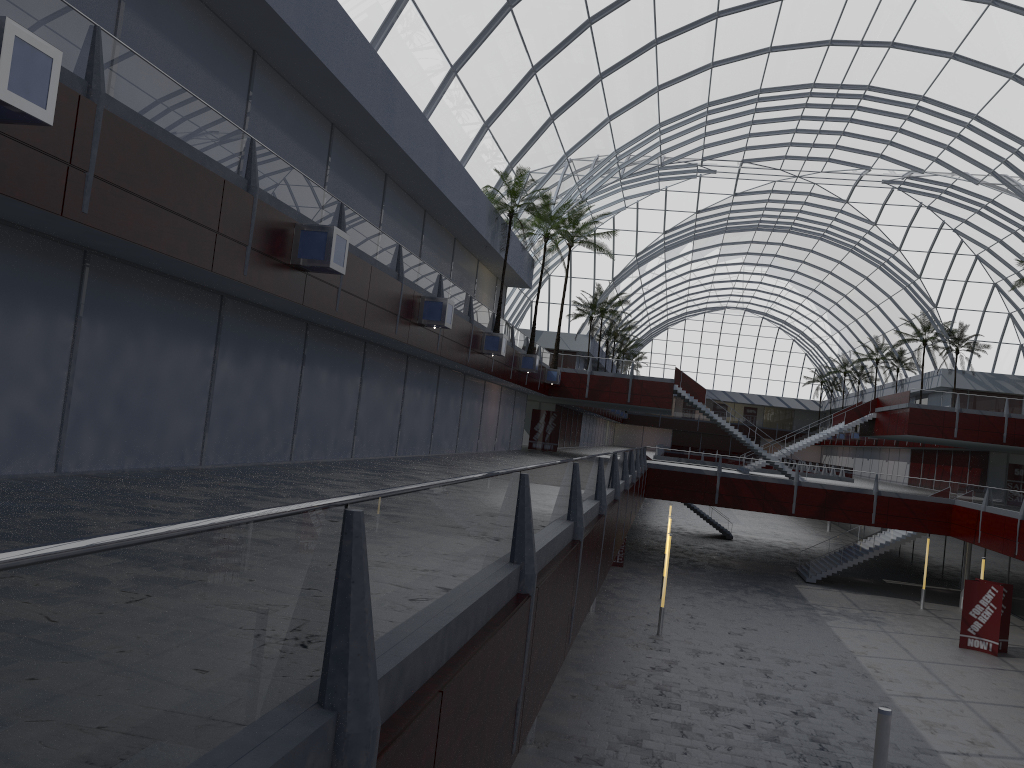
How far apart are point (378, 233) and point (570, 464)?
15.24m
